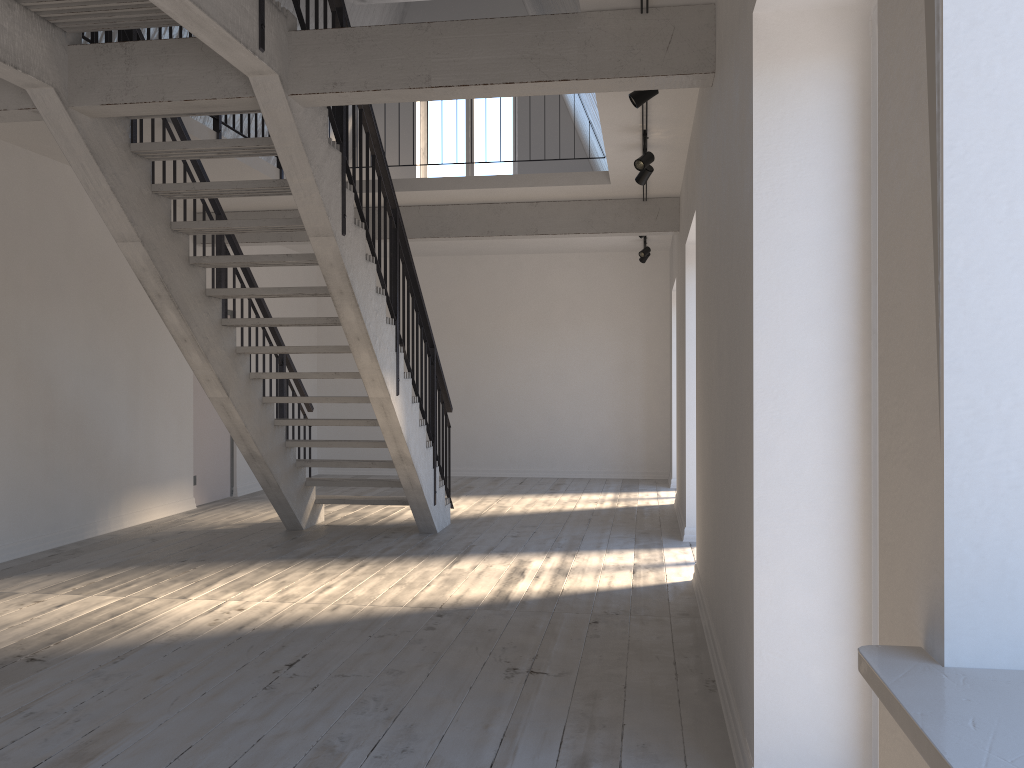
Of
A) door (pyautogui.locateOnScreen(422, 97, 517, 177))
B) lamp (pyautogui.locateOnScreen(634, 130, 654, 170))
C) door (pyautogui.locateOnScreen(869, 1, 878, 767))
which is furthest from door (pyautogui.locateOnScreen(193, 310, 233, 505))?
door (pyautogui.locateOnScreen(869, 1, 878, 767))

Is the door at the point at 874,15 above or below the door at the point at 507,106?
below

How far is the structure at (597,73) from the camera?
4.10m

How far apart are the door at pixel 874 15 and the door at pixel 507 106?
9.8m

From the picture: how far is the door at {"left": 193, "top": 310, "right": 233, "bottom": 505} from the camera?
9.10m

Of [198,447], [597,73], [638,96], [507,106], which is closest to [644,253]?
[507,106]

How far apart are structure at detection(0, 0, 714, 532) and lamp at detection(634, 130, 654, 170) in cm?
168

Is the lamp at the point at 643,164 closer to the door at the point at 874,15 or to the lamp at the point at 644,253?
the door at the point at 874,15

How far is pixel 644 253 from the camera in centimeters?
1017cm

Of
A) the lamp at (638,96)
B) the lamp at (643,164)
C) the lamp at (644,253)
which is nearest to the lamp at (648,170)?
the lamp at (643,164)
